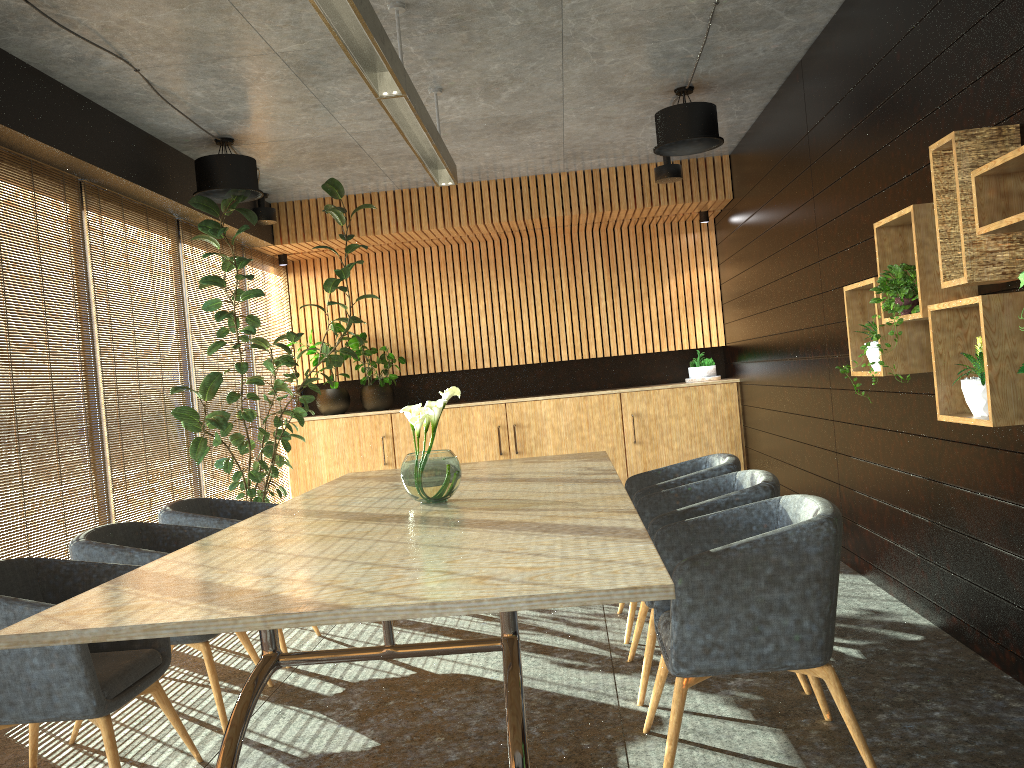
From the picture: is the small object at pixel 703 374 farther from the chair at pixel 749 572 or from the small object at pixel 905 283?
the chair at pixel 749 572

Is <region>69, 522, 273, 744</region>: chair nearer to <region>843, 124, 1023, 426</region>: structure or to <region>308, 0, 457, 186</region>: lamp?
<region>308, 0, 457, 186</region>: lamp

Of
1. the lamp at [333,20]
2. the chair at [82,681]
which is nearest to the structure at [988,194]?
the lamp at [333,20]

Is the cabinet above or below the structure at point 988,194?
below

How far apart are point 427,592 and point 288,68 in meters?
4.1

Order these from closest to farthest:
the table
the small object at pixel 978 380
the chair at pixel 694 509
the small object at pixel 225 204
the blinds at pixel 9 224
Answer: the table → the small object at pixel 978 380 → the chair at pixel 694 509 → the blinds at pixel 9 224 → the small object at pixel 225 204

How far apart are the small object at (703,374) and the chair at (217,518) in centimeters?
546cm

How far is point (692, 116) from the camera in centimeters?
631cm

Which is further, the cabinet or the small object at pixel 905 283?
the cabinet

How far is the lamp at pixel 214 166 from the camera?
6.5m
